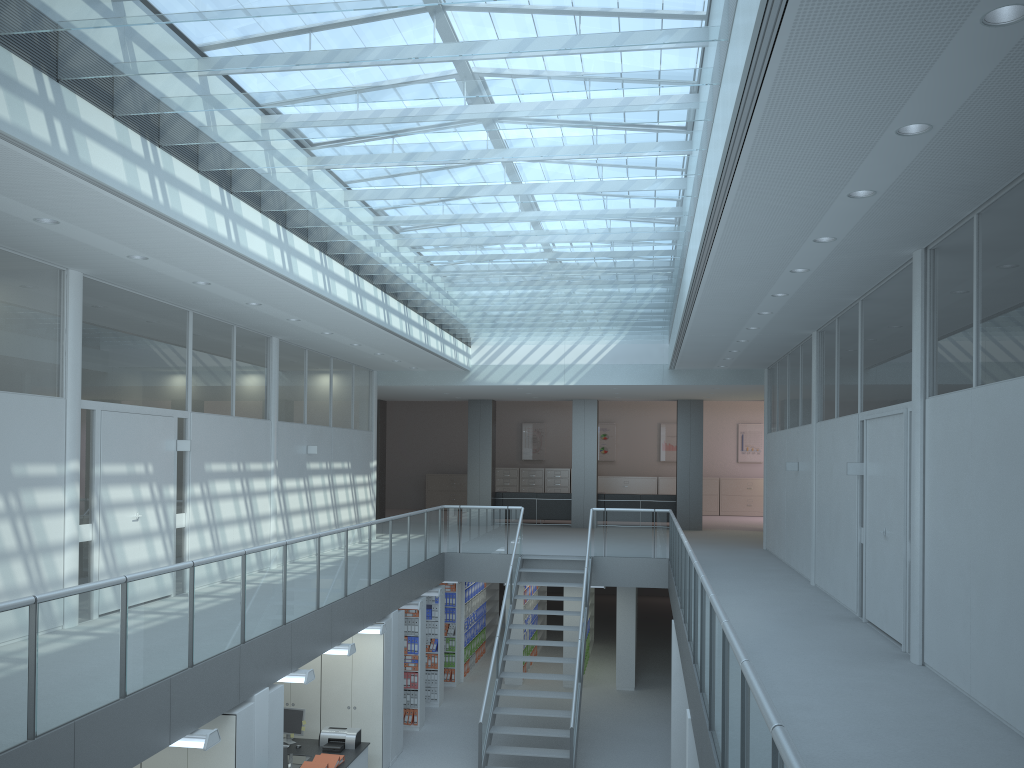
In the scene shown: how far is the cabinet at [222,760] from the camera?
6.6 meters

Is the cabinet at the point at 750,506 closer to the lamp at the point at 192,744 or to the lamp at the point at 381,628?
the lamp at the point at 381,628

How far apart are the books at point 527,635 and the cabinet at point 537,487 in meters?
8.5

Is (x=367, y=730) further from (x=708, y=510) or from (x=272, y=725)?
(x=708, y=510)

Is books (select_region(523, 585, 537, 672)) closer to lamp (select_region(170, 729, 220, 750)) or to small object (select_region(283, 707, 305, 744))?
small object (select_region(283, 707, 305, 744))

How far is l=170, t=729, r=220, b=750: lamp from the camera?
6.0 meters

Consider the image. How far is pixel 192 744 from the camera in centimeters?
597cm

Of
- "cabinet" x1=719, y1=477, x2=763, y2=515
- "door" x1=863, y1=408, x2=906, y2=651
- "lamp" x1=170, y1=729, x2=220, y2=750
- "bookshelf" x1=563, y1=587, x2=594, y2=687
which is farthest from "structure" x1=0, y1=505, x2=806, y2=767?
"cabinet" x1=719, y1=477, x2=763, y2=515

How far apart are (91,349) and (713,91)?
5.81m

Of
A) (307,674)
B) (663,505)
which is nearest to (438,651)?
(307,674)
